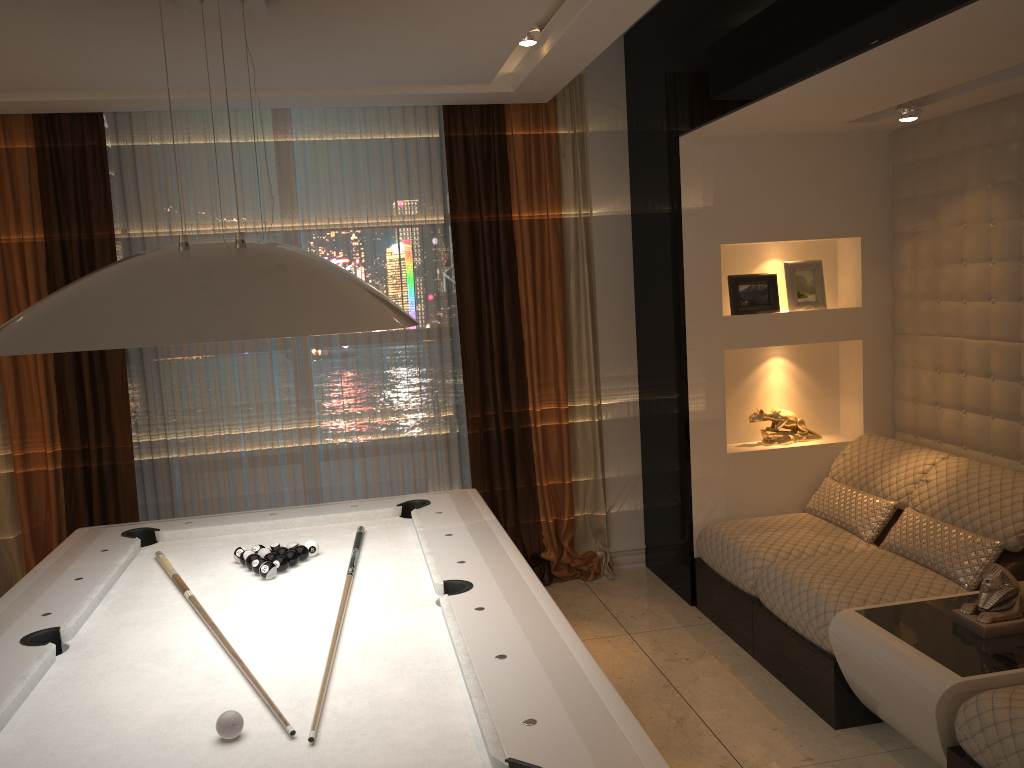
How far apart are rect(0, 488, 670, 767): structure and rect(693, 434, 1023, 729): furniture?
1.2m

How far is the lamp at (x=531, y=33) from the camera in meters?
3.6

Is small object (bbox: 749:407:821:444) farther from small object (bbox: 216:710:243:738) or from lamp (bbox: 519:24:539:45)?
small object (bbox: 216:710:243:738)

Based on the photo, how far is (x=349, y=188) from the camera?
4.7m

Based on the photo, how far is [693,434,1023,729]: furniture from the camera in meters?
3.3 m

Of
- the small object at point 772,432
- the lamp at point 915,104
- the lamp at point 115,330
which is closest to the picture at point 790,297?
the small object at point 772,432

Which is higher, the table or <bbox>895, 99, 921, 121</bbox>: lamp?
<bbox>895, 99, 921, 121</bbox>: lamp

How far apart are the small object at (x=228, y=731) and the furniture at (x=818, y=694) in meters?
2.2

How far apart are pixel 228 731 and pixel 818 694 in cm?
233

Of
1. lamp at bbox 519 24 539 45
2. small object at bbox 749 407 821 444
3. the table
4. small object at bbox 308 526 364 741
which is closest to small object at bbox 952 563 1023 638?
the table
